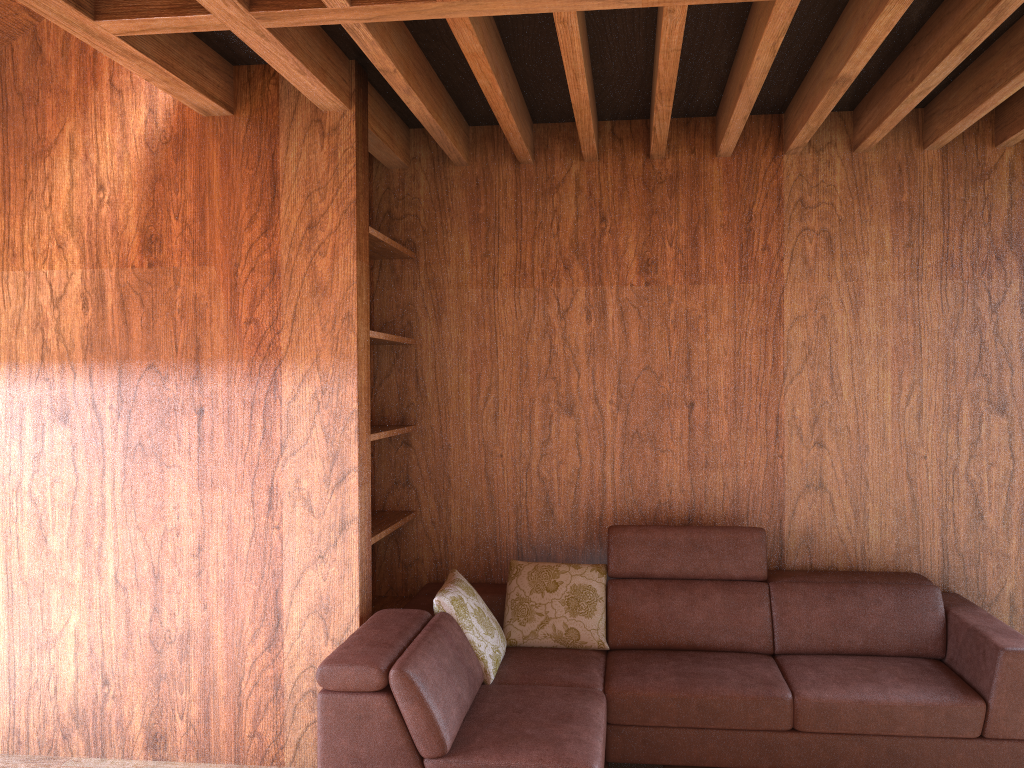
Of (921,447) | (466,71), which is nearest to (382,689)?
(466,71)

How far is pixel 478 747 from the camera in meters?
2.5

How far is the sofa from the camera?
2.51m

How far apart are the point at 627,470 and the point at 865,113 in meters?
1.7 m

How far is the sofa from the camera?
2.51m
